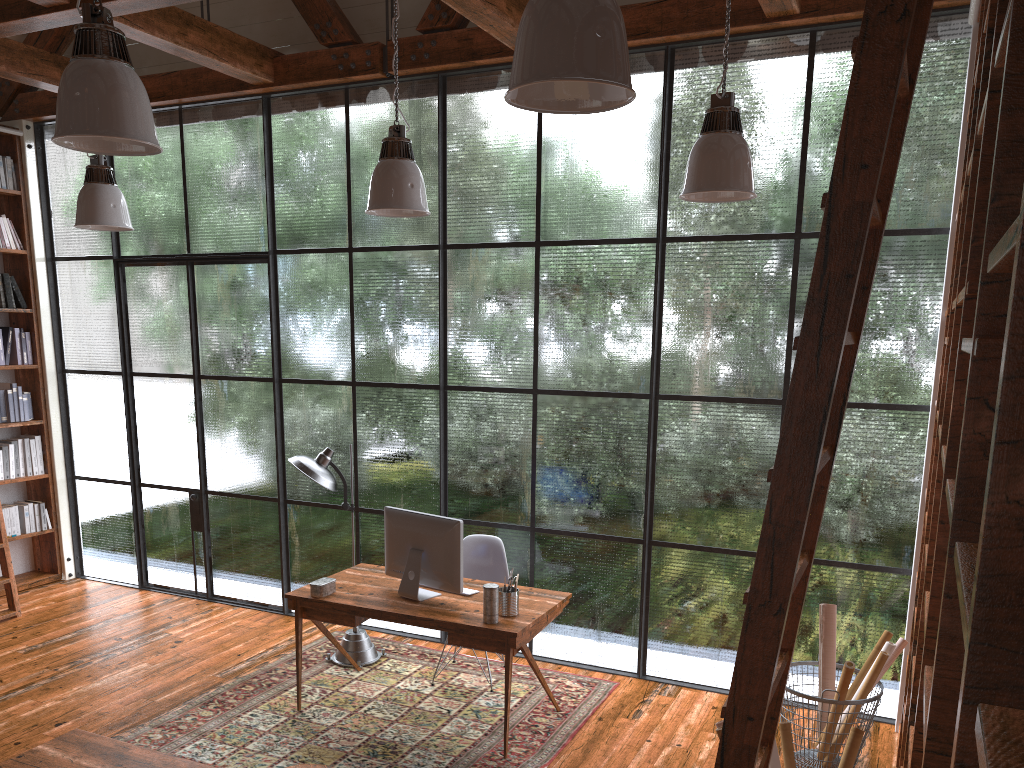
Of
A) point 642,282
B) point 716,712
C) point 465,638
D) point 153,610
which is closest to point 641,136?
point 642,282

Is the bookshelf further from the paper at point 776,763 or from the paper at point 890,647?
the paper at point 890,647

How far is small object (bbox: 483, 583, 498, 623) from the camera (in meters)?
4.17

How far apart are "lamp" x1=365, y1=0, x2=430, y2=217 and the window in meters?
1.4 m

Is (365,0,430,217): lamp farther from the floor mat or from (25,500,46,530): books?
(25,500,46,530): books

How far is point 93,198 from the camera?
4.6 meters

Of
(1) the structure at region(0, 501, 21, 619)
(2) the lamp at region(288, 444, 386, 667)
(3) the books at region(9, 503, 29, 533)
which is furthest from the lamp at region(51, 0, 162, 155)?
(3) the books at region(9, 503, 29, 533)

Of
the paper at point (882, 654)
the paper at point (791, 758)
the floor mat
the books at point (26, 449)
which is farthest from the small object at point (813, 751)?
the books at point (26, 449)

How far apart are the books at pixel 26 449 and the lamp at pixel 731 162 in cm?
583

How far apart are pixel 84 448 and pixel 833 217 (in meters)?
6.92
